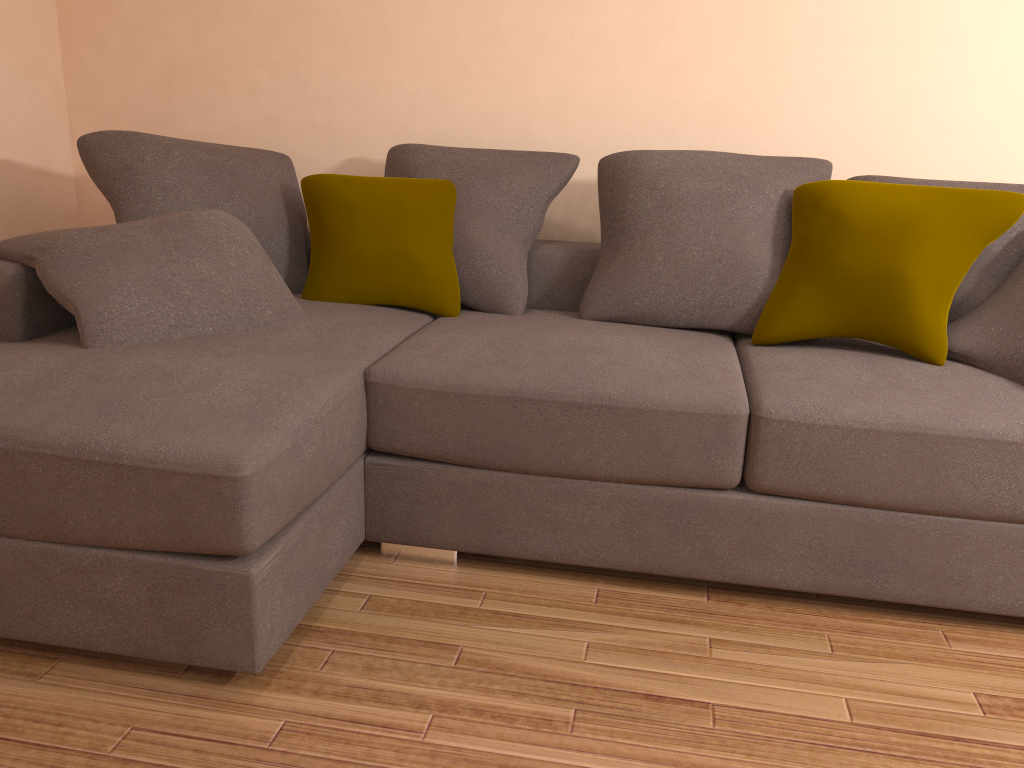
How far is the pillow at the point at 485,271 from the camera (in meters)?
3.03

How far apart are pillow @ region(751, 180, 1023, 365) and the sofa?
0.0 meters

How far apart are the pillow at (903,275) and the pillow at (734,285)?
0.0 meters

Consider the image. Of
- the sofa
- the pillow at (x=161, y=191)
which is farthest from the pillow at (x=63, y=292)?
the pillow at (x=161, y=191)

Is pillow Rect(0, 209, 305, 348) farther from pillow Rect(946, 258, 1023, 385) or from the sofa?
pillow Rect(946, 258, 1023, 385)

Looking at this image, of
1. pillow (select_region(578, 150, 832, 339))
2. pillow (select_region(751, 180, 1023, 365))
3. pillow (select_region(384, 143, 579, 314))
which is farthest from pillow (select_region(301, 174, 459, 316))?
pillow (select_region(751, 180, 1023, 365))

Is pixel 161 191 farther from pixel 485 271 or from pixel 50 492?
pixel 50 492

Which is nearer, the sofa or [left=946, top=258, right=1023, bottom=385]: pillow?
the sofa

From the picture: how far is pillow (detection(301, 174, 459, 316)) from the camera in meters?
3.0 m

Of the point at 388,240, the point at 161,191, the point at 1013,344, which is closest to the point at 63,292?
the point at 161,191
